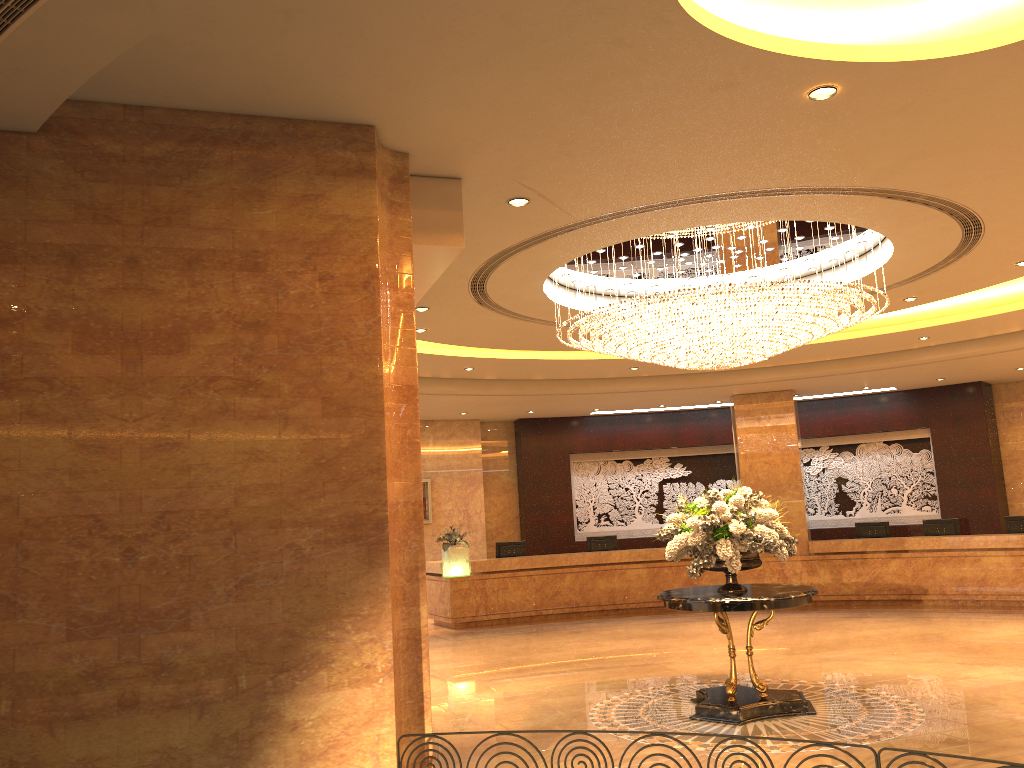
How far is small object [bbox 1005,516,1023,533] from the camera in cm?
1494

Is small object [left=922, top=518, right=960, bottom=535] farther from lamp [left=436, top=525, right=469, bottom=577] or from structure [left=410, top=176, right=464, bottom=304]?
structure [left=410, top=176, right=464, bottom=304]

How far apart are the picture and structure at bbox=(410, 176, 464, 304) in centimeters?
1121cm

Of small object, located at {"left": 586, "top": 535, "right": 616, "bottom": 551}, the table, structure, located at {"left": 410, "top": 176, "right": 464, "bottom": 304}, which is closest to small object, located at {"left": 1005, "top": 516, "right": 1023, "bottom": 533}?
small object, located at {"left": 586, "top": 535, "right": 616, "bottom": 551}

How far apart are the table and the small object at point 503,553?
8.3 meters

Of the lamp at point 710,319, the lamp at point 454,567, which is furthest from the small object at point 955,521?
the lamp at point 454,567

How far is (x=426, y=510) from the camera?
17.9 meters

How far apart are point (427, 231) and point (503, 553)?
11.7m

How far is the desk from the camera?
14.8 meters

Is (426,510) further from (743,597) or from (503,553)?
(743,597)
